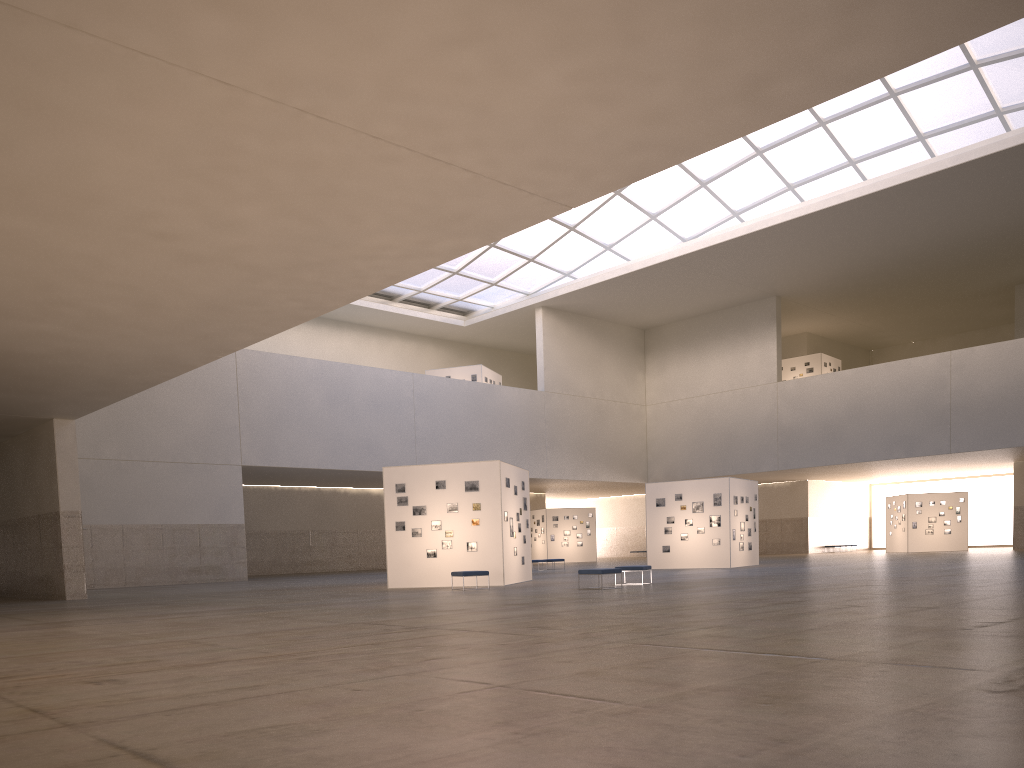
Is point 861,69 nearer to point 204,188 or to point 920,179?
point 204,188

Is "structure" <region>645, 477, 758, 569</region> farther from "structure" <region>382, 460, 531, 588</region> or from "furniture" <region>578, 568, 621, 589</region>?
"furniture" <region>578, 568, 621, 589</region>

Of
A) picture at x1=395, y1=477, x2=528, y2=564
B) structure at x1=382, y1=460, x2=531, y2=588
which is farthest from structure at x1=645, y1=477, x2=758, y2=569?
picture at x1=395, y1=477, x2=528, y2=564

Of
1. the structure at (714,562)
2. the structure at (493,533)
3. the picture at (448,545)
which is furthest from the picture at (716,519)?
the picture at (448,545)

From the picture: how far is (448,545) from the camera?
31.6m

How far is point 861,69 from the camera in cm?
1081

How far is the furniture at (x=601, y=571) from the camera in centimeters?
2626cm

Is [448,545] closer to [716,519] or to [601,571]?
[601,571]

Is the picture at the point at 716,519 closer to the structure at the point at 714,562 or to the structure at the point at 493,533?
the structure at the point at 714,562

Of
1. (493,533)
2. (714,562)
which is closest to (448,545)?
(493,533)
